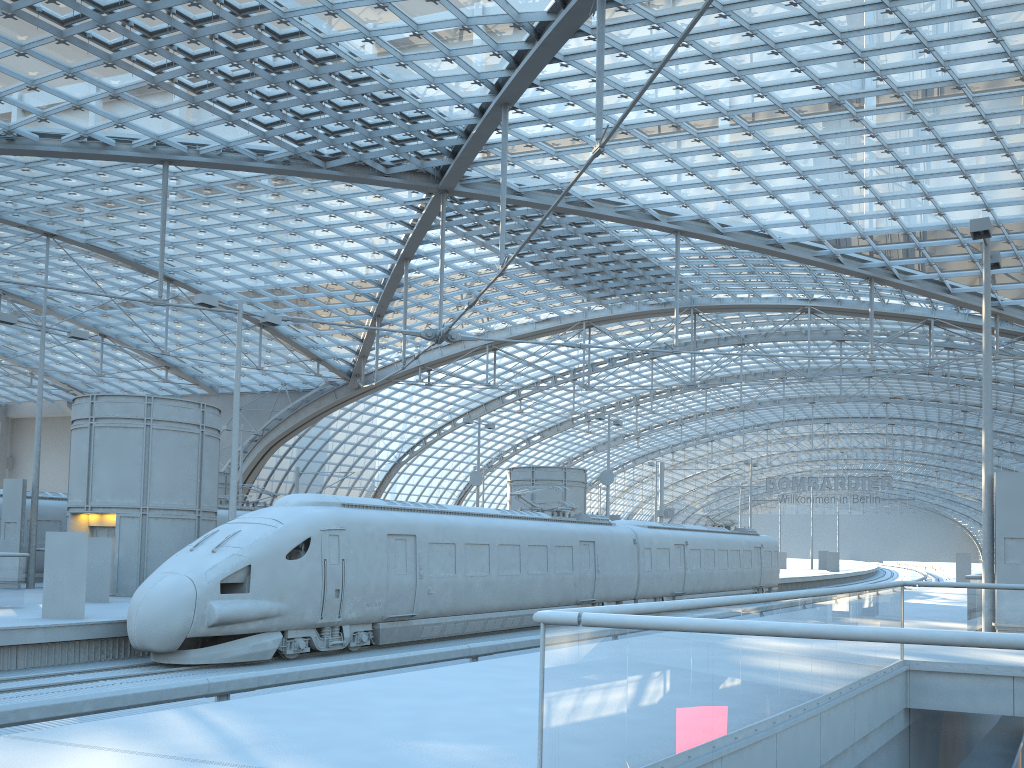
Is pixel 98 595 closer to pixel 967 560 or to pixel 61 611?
pixel 61 611

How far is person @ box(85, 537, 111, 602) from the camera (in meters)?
20.77

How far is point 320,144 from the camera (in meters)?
33.62

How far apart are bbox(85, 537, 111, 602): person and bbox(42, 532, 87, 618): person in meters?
4.3 m

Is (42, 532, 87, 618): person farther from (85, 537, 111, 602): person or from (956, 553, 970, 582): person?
(956, 553, 970, 582): person

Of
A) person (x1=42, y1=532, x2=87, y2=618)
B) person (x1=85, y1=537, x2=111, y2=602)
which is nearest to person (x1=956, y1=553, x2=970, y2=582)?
person (x1=85, y1=537, x2=111, y2=602)

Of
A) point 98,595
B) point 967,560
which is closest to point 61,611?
point 98,595

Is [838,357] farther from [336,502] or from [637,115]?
[336,502]

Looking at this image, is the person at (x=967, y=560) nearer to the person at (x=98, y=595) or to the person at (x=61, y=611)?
the person at (x=98, y=595)

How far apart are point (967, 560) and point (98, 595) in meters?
45.6
